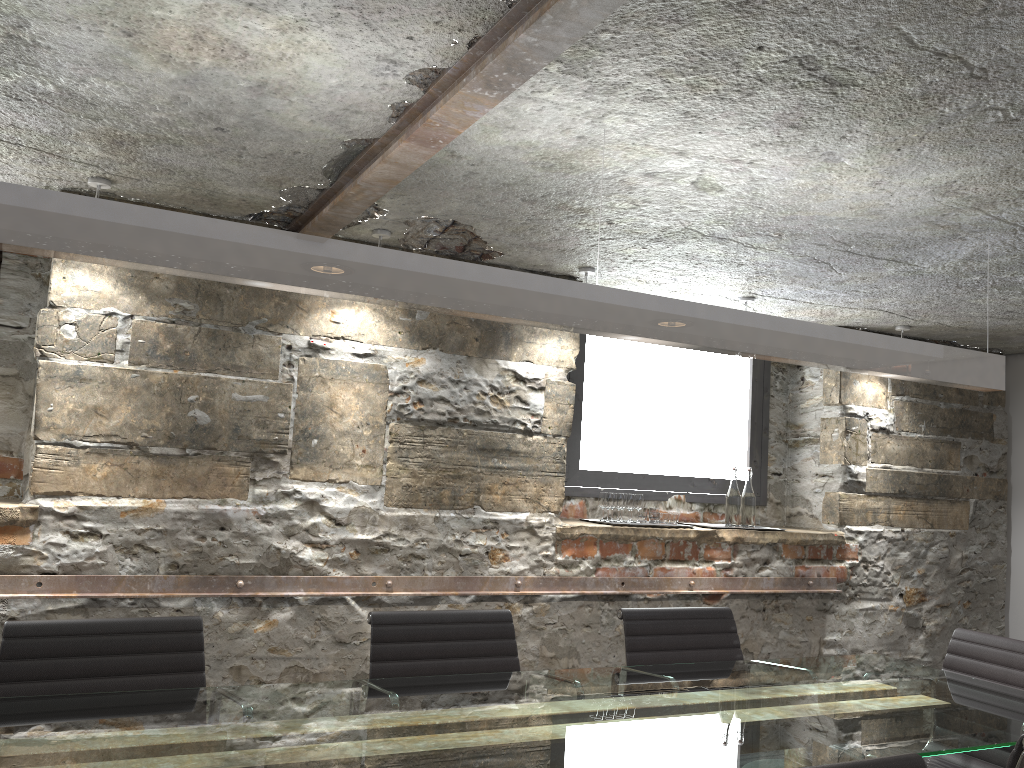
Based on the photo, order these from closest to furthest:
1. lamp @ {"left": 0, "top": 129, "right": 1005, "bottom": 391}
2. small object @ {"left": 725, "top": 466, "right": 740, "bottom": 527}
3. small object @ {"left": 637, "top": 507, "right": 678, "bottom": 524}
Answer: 1. lamp @ {"left": 0, "top": 129, "right": 1005, "bottom": 391}
2. small object @ {"left": 637, "top": 507, "right": 678, "bottom": 524}
3. small object @ {"left": 725, "top": 466, "right": 740, "bottom": 527}

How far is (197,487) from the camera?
3.2m

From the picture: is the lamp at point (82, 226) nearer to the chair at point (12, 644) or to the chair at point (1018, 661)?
the chair at point (1018, 661)

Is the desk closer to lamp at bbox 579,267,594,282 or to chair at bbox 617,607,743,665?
chair at bbox 617,607,743,665

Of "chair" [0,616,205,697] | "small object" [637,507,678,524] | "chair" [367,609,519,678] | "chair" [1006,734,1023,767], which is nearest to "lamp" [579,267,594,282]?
"small object" [637,507,678,524]

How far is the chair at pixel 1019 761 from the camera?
1.7m

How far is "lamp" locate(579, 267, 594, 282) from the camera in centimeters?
372cm

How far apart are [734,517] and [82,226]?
3.4 meters

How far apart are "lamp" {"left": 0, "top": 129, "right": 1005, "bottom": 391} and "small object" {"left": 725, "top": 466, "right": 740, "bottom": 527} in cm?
164

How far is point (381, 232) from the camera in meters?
3.3
